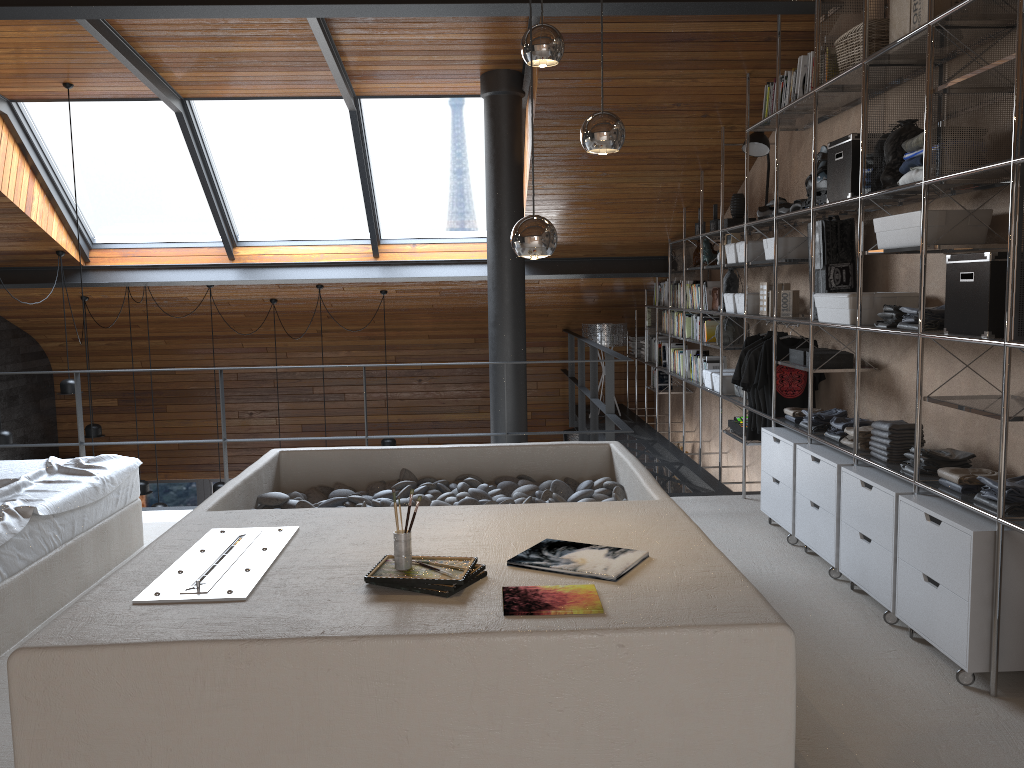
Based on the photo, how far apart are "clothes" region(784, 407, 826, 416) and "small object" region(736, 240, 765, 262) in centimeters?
115cm

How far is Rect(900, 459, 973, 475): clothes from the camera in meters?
3.6

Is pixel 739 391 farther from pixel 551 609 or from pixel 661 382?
pixel 551 609

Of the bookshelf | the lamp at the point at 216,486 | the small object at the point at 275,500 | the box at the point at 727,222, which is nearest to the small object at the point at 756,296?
the bookshelf

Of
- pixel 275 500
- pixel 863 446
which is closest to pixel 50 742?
pixel 275 500

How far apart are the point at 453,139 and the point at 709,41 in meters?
2.7 m

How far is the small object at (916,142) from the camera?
3.52m

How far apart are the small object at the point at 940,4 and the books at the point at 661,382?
5.3m

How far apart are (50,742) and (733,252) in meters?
4.9 m

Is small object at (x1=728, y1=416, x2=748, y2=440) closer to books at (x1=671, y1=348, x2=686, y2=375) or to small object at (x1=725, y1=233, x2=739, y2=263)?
small object at (x1=725, y1=233, x2=739, y2=263)
